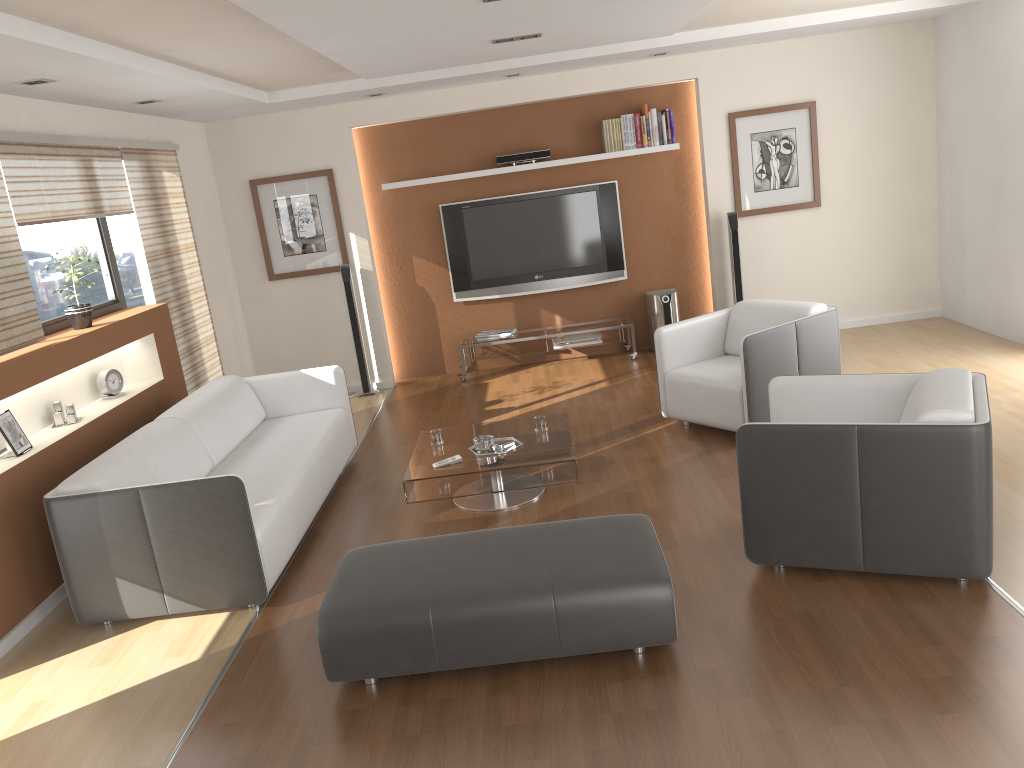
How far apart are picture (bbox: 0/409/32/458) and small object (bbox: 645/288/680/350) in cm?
513

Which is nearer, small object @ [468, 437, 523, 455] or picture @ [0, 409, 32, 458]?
picture @ [0, 409, 32, 458]

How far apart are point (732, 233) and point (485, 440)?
3.76m

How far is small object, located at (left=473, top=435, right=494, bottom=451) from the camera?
4.8m

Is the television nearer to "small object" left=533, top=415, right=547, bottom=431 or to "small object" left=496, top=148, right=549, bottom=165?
"small object" left=496, top=148, right=549, bottom=165

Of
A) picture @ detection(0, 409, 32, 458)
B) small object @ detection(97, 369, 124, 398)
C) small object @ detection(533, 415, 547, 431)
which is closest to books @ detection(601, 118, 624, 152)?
small object @ detection(533, 415, 547, 431)

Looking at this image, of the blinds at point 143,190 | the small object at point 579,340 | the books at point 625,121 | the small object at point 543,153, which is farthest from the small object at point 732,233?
the blinds at point 143,190

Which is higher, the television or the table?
the television

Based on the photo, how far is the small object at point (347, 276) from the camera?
7.7 meters

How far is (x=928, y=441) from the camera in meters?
3.3
